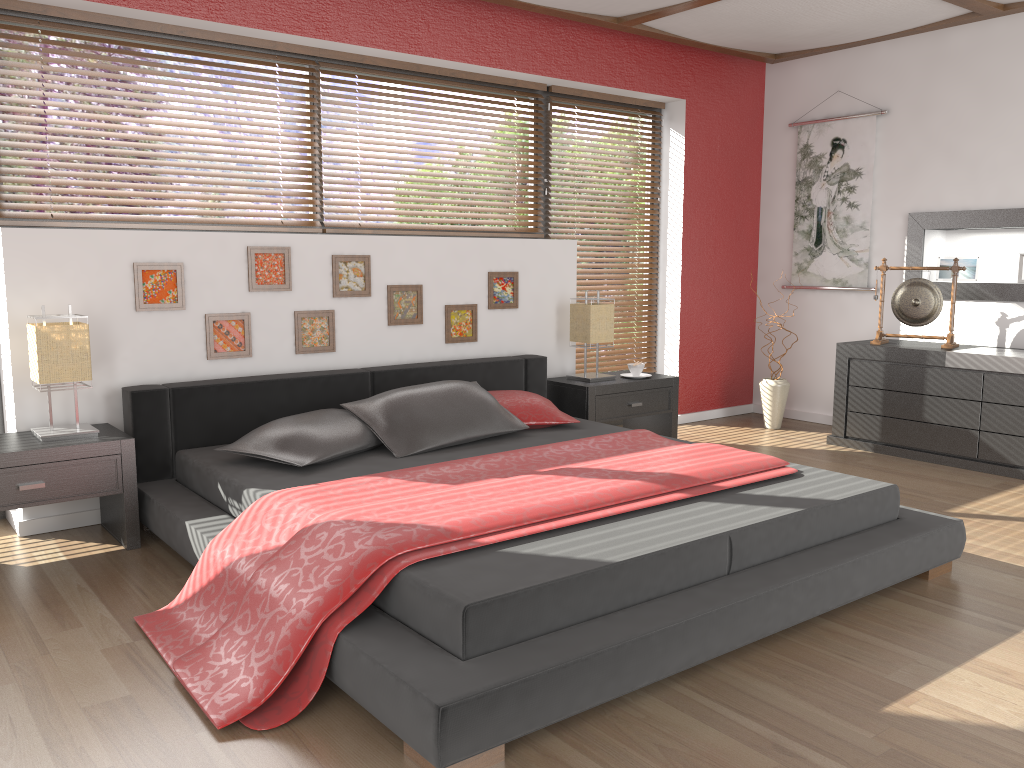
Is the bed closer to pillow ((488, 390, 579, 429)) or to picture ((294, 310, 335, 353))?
pillow ((488, 390, 579, 429))

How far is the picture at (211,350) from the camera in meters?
3.9

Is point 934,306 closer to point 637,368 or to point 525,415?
point 637,368

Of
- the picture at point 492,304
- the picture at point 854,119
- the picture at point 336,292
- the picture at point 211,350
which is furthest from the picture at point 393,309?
the picture at point 854,119

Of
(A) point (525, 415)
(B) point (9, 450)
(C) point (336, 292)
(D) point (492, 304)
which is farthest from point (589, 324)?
(B) point (9, 450)

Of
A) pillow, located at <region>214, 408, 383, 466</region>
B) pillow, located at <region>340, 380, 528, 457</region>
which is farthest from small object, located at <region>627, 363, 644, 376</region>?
pillow, located at <region>214, 408, 383, 466</region>

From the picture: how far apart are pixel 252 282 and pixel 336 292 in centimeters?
41cm

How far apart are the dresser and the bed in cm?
167

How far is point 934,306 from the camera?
5.0 meters

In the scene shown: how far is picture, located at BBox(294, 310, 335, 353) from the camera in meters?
4.1 m
